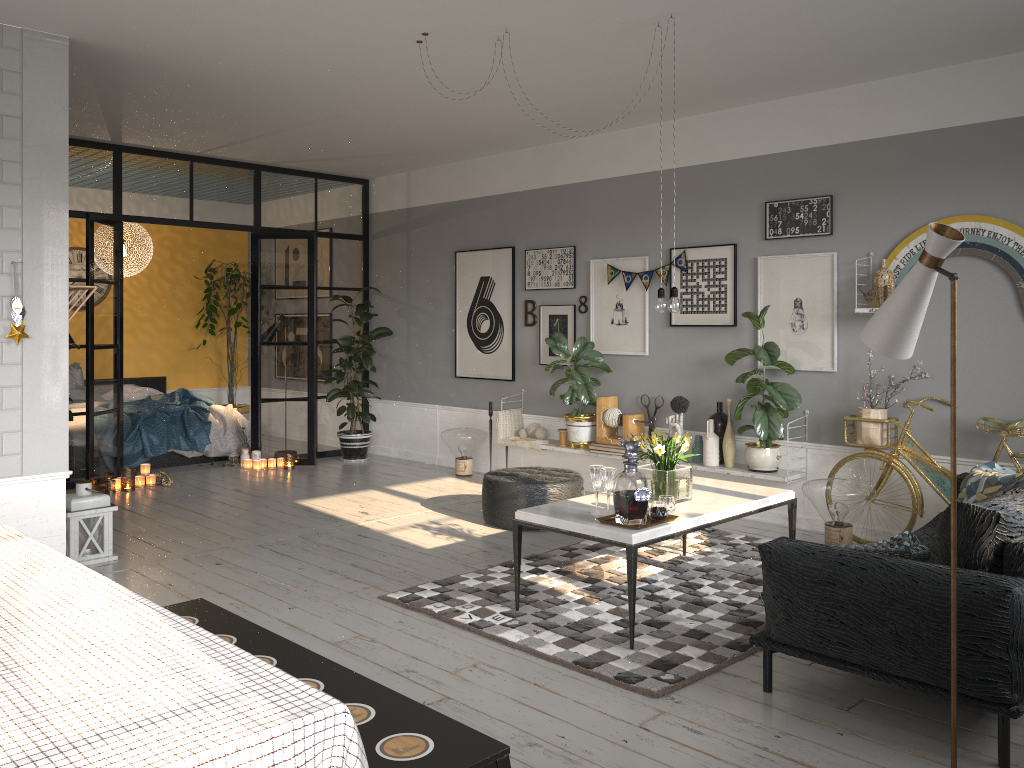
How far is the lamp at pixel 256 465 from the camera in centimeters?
852cm

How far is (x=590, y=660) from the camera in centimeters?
374cm

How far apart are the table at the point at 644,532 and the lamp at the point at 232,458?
5.28m

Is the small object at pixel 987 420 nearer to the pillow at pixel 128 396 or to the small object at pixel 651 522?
the small object at pixel 651 522

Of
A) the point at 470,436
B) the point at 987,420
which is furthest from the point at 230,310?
the point at 987,420

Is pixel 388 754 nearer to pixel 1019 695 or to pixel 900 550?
pixel 1019 695

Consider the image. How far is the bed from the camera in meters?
8.4

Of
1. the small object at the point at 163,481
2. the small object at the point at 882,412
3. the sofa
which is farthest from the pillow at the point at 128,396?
the sofa

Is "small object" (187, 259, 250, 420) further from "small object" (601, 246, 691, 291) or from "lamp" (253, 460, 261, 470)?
"small object" (601, 246, 691, 291)

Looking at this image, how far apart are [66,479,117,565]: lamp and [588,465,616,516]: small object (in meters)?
3.01
